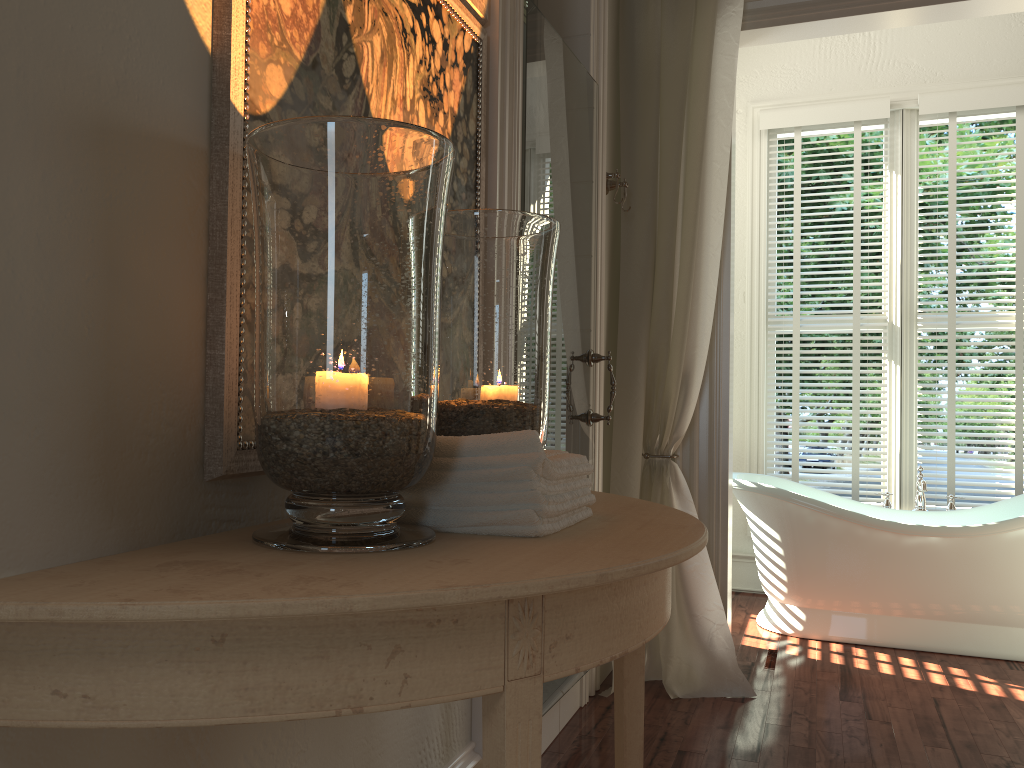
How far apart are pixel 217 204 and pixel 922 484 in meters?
3.6 m

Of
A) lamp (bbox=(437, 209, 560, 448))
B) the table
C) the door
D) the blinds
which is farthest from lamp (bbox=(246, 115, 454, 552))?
the blinds

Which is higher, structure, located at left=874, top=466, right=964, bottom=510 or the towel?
the towel

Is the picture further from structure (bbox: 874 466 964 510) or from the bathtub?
structure (bbox: 874 466 964 510)

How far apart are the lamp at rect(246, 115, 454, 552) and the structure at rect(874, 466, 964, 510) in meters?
3.4 m

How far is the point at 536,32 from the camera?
2.2 meters

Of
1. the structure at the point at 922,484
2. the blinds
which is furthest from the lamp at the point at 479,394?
the blinds

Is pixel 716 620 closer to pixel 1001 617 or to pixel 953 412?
pixel 1001 617

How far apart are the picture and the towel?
0.2 meters

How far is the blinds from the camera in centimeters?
Result: 420cm
